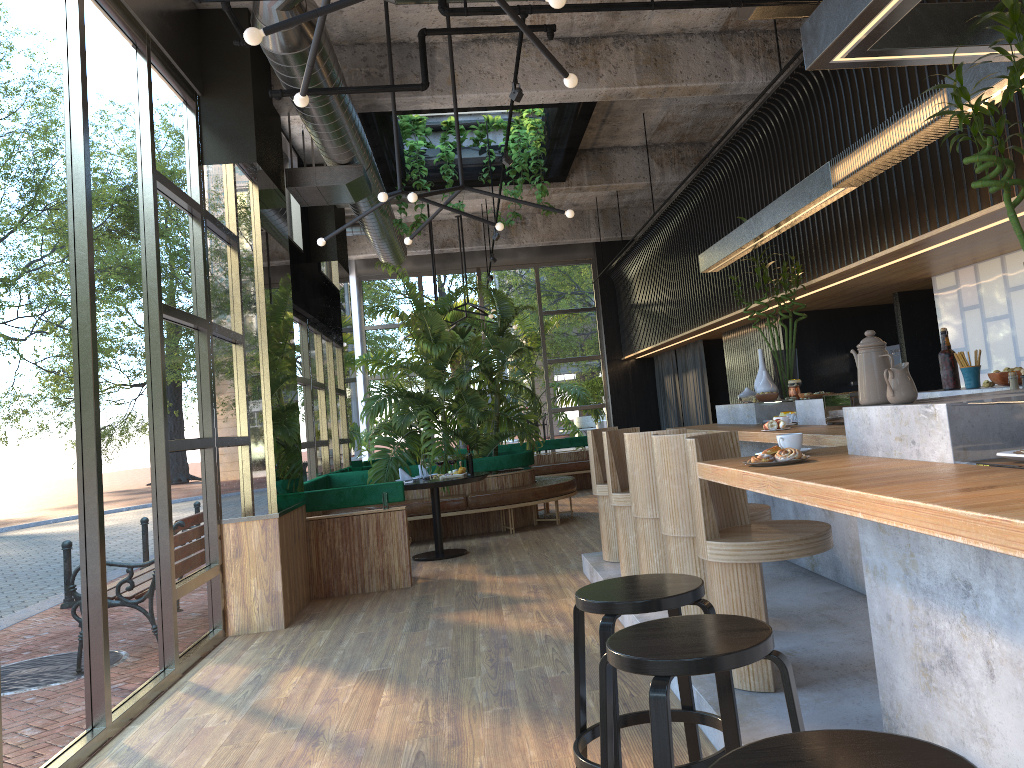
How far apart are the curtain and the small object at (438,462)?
3.5 meters

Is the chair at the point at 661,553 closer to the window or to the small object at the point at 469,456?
the small object at the point at 469,456

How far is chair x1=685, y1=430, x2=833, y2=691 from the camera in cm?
344

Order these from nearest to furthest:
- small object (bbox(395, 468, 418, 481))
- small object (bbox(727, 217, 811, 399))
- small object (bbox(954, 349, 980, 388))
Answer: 1. small object (bbox(954, 349, 980, 388))
2. small object (bbox(727, 217, 811, 399))
3. small object (bbox(395, 468, 418, 481))

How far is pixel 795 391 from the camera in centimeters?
605cm

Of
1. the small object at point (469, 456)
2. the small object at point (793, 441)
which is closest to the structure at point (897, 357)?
the small object at point (469, 456)

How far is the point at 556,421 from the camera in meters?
14.8

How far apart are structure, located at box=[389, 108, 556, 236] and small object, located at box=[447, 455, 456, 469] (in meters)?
2.71

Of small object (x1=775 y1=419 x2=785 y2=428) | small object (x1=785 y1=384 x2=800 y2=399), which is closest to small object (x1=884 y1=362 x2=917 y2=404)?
small object (x1=775 y1=419 x2=785 y2=428)

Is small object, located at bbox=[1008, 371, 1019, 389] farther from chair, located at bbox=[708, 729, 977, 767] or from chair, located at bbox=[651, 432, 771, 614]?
chair, located at bbox=[708, 729, 977, 767]
